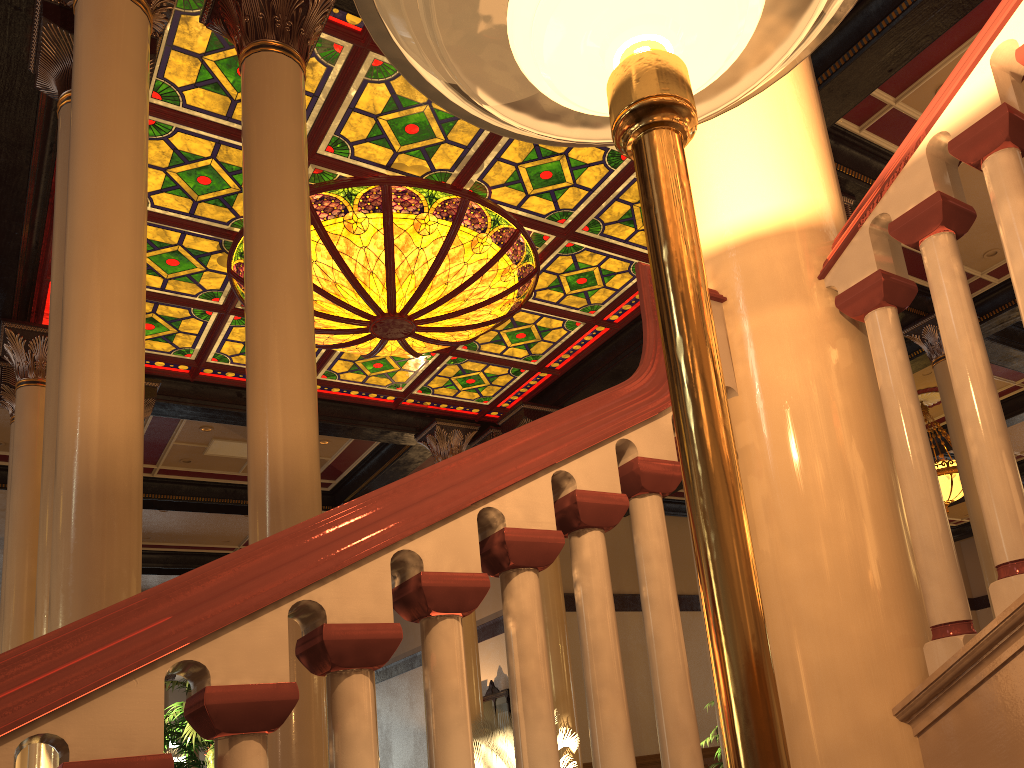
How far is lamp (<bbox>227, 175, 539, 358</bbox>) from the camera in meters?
7.8

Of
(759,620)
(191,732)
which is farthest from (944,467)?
(759,620)

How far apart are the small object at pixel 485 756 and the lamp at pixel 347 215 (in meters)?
4.29

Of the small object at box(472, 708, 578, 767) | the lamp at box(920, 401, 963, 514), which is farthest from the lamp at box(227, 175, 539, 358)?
the lamp at box(920, 401, 963, 514)

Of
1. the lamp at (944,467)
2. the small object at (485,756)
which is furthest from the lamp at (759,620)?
the lamp at (944,467)

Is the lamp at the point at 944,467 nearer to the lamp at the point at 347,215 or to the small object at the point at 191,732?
the lamp at the point at 347,215

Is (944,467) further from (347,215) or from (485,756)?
Answer: (347,215)

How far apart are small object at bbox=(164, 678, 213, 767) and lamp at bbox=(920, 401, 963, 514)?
11.18m

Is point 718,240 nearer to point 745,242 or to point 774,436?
point 745,242

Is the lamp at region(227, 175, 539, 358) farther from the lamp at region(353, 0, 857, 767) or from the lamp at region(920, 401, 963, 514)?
the lamp at region(920, 401, 963, 514)
